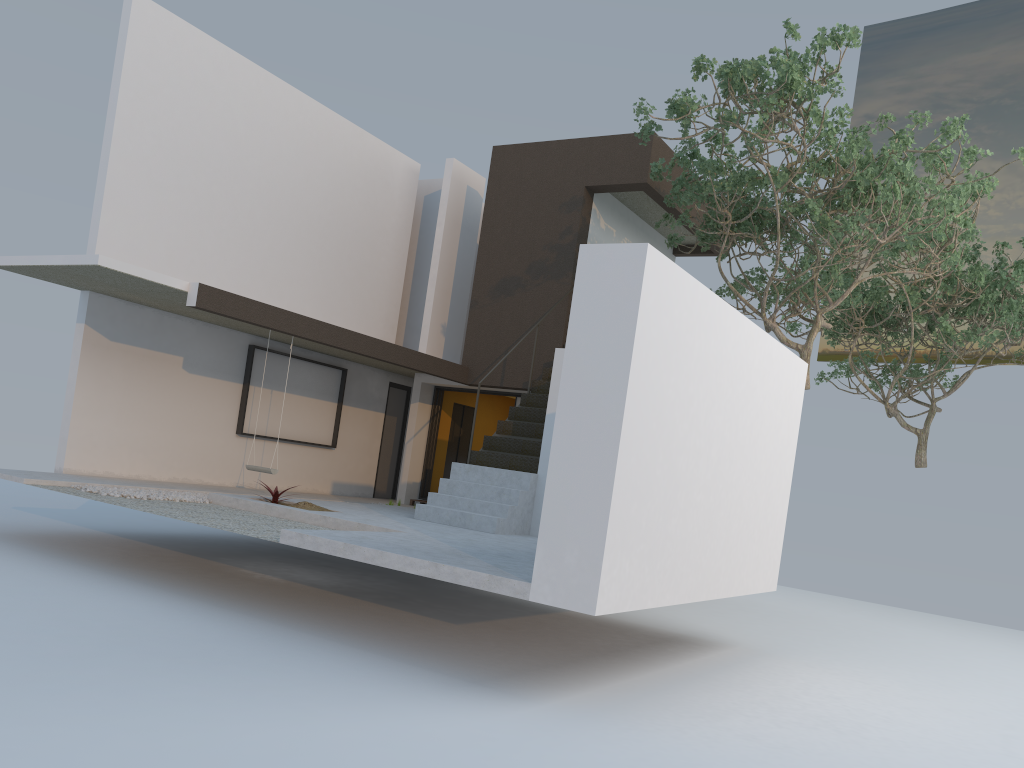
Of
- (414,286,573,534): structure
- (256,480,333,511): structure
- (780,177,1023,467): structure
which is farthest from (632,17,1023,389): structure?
(256,480,333,511): structure

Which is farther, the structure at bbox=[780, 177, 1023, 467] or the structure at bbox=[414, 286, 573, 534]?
the structure at bbox=[780, 177, 1023, 467]

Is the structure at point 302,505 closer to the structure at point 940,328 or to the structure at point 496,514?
the structure at point 496,514

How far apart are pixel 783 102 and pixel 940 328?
7.20m

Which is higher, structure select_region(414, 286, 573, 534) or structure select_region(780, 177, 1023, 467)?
structure select_region(780, 177, 1023, 467)

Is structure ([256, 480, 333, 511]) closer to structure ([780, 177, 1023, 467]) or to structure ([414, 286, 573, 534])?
structure ([414, 286, 573, 534])

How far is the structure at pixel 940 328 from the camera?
14.6m

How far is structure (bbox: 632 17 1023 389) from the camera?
9.1m

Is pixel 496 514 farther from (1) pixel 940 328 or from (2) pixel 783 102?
(1) pixel 940 328

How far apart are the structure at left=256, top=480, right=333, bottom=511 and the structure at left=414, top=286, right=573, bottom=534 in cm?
126
